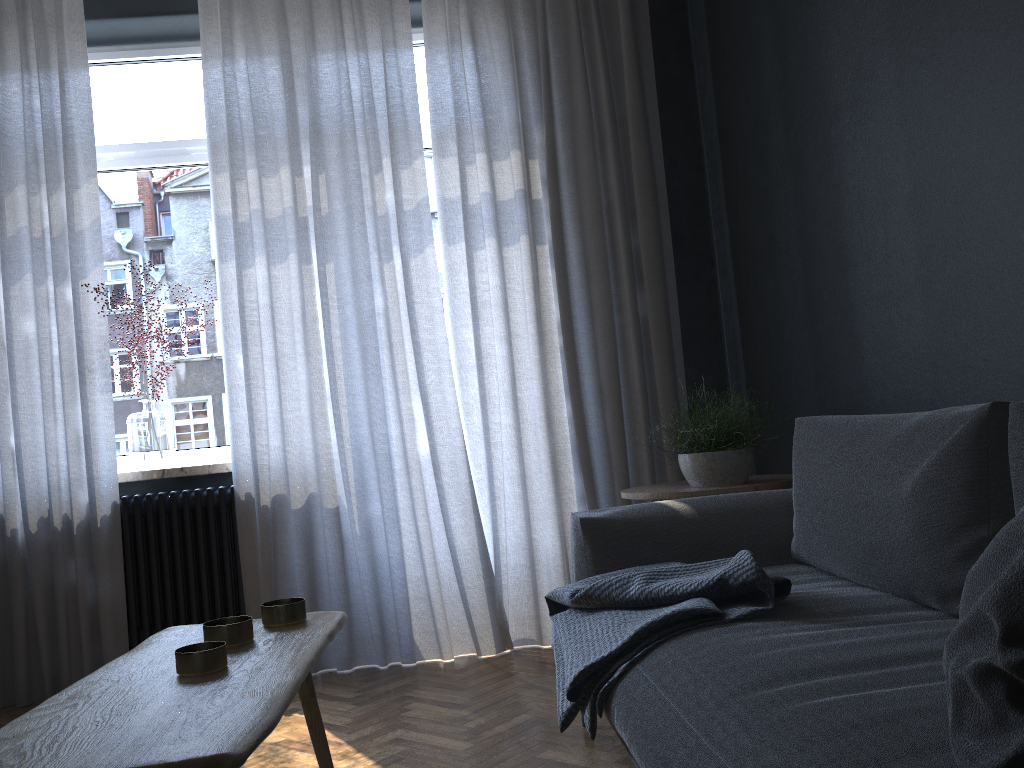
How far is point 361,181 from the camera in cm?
352

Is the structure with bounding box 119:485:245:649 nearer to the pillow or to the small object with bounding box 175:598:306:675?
the small object with bounding box 175:598:306:675

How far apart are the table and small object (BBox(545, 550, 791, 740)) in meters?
0.5 m

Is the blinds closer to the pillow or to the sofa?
the sofa

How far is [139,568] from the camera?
3.4 meters

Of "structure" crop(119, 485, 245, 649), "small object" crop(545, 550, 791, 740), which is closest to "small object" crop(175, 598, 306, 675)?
"small object" crop(545, 550, 791, 740)

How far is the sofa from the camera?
1.1m

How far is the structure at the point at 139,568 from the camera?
3.41m

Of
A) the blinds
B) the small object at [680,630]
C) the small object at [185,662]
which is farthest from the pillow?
the blinds

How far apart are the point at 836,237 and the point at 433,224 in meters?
1.9 m
